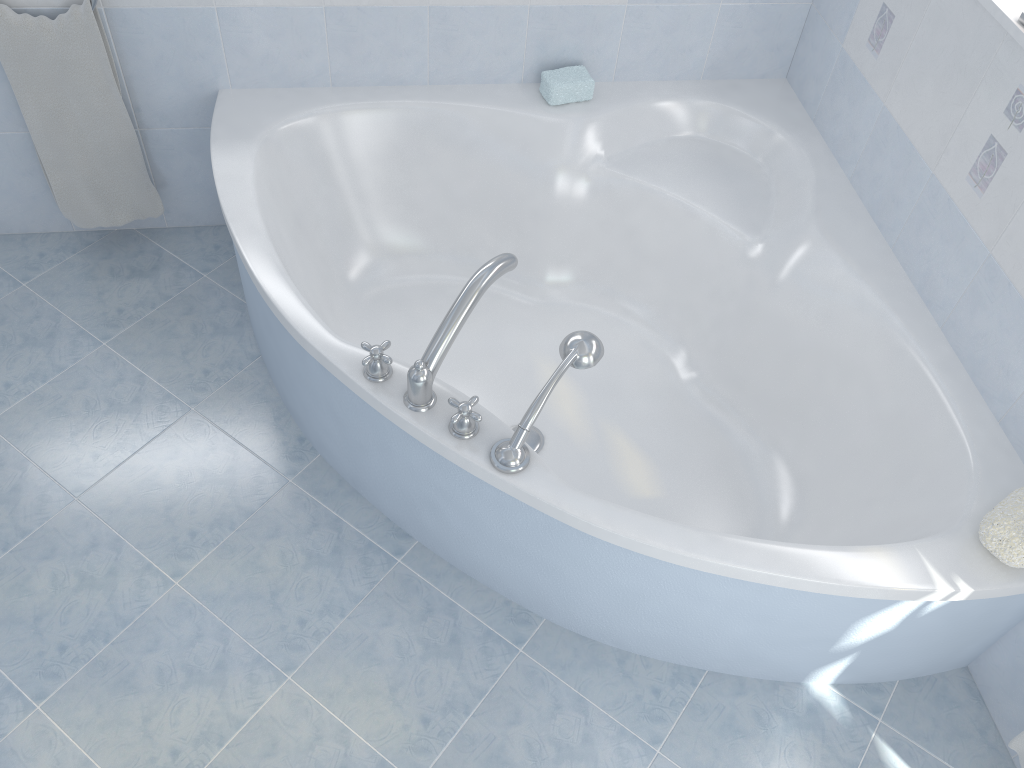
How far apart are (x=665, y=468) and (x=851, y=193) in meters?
0.8

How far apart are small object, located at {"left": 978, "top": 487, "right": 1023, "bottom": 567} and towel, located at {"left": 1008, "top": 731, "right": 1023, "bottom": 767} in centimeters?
39cm

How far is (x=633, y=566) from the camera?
1.61m

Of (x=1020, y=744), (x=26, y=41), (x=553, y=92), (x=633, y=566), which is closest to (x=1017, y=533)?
(x=1020, y=744)

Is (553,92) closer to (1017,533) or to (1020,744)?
(1017,533)

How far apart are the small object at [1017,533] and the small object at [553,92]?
1.41m

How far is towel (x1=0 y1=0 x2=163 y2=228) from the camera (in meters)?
2.04

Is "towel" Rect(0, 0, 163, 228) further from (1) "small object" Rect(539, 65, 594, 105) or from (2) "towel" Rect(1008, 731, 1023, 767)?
(2) "towel" Rect(1008, 731, 1023, 767)

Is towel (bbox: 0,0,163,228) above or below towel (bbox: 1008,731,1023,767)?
above

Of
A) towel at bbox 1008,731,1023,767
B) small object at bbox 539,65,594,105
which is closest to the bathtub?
small object at bbox 539,65,594,105
